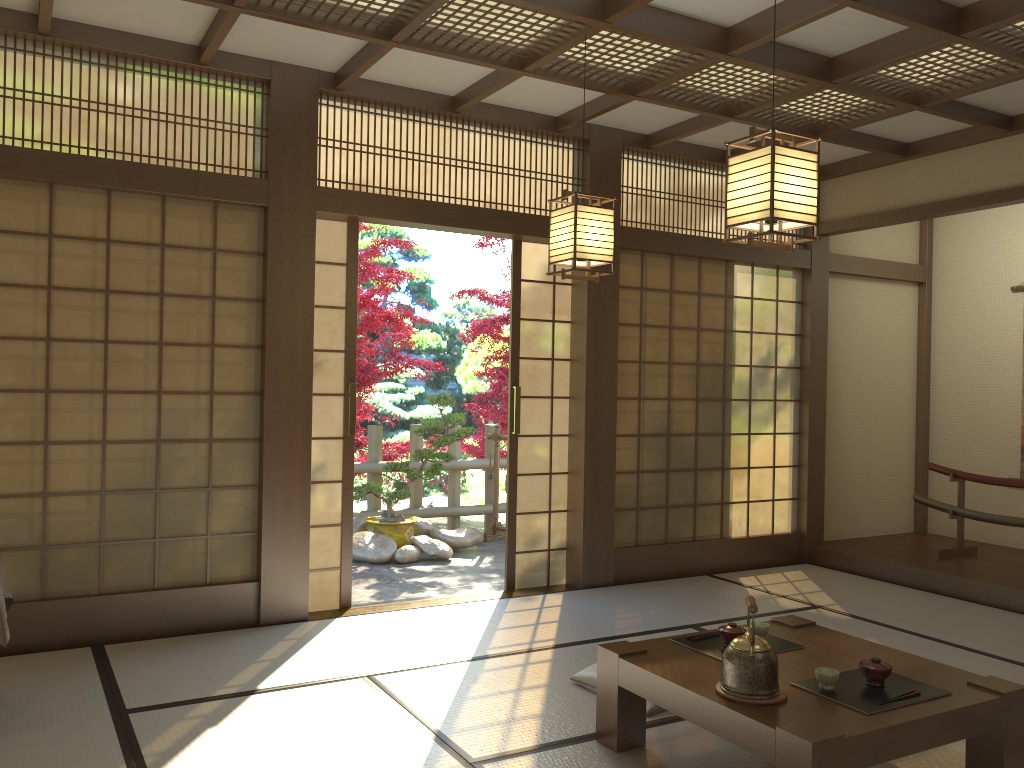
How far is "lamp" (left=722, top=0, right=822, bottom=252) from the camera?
2.9 meters

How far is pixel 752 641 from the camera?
2.7m

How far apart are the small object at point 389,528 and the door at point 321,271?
2.03m

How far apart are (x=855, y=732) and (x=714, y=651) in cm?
75

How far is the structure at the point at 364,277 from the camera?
7.8m

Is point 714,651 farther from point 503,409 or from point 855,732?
point 503,409

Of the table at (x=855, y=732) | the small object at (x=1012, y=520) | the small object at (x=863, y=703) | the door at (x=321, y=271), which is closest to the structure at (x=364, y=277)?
the door at (x=321, y=271)

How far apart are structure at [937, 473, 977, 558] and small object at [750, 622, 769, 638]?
3.5 meters

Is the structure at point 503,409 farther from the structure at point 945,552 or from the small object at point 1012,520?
the structure at point 945,552

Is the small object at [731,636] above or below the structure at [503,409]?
below
